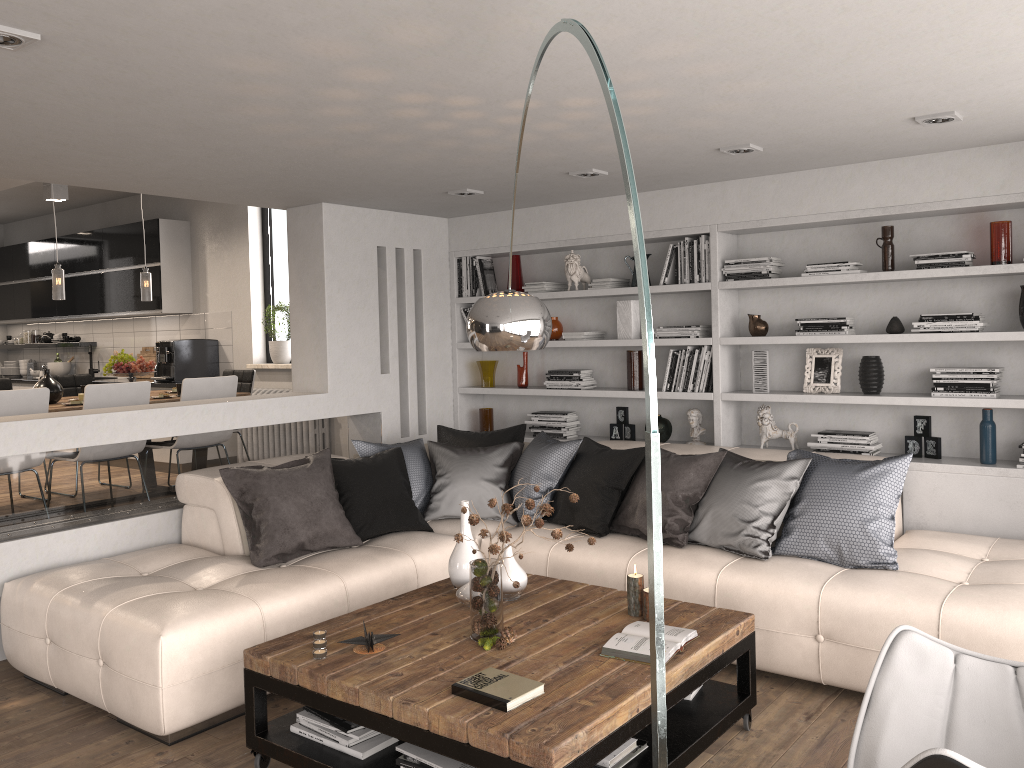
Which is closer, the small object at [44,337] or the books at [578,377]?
the books at [578,377]

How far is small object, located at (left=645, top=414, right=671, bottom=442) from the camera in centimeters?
576cm

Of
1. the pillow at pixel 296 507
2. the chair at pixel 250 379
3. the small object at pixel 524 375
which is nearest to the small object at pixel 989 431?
the pillow at pixel 296 507

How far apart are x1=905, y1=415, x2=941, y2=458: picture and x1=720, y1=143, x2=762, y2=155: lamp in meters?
1.8 m

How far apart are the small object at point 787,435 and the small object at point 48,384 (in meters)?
4.72

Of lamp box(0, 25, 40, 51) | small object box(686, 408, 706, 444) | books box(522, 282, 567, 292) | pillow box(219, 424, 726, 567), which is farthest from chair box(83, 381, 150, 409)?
small object box(686, 408, 706, 444)

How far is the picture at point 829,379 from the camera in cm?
516

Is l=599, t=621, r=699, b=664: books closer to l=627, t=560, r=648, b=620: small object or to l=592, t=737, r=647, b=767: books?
l=627, t=560, r=648, b=620: small object

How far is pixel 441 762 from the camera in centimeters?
271cm

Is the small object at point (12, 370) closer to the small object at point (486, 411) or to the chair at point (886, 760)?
the small object at point (486, 411)
